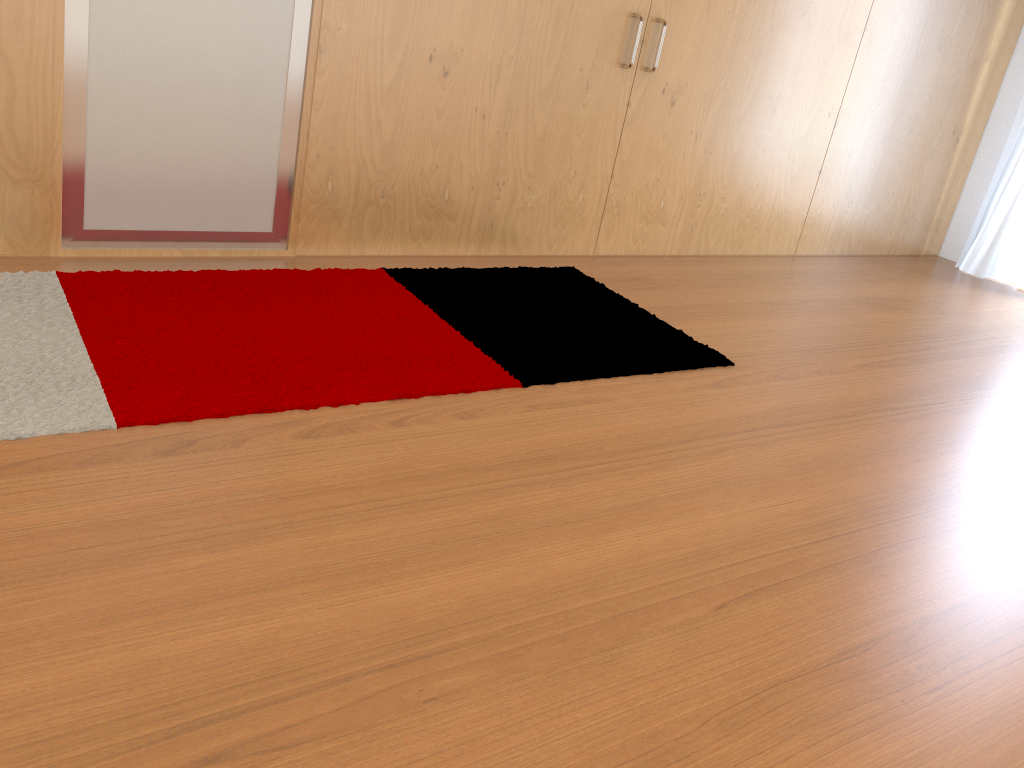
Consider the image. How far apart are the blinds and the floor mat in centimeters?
271cm

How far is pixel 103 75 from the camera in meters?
2.5

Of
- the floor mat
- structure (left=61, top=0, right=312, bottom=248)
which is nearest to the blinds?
the floor mat

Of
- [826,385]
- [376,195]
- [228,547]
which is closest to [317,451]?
[228,547]

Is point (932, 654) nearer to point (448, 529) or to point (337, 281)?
point (448, 529)

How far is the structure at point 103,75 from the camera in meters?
2.5

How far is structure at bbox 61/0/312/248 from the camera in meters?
2.5

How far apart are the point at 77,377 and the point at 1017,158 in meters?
4.7

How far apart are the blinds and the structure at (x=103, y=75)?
3.83m

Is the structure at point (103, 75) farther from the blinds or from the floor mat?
the blinds
